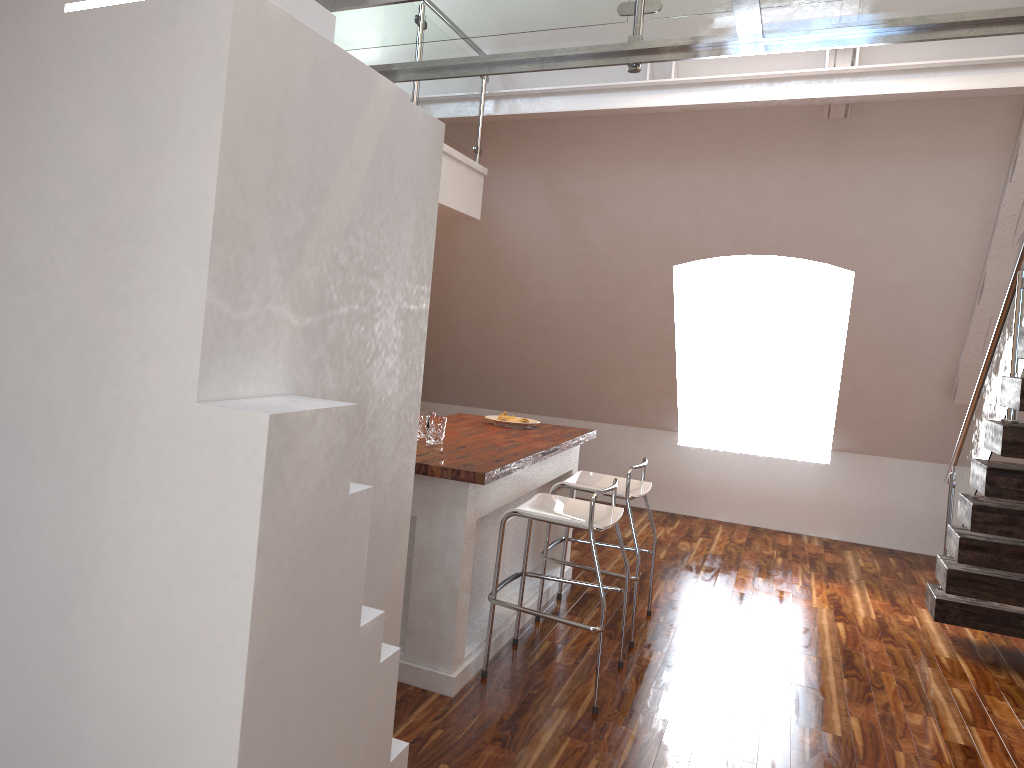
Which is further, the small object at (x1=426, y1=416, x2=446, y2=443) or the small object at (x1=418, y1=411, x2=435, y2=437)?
the small object at (x1=418, y1=411, x2=435, y2=437)

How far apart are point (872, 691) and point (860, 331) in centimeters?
295cm

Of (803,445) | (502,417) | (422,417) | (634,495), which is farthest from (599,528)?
(803,445)

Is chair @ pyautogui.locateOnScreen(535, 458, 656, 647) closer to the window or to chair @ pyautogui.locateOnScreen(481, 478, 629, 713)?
chair @ pyautogui.locateOnScreen(481, 478, 629, 713)

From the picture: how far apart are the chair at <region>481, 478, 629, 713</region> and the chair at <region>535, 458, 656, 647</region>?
0.26m

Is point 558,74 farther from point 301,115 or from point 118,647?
point 118,647

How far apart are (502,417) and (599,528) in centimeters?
157cm

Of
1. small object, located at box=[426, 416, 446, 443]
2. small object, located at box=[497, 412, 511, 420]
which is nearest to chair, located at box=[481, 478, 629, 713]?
small object, located at box=[426, 416, 446, 443]

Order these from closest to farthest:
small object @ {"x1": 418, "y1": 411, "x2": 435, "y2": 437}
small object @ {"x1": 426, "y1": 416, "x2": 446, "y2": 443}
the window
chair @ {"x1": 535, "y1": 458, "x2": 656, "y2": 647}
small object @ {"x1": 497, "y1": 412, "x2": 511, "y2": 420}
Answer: small object @ {"x1": 426, "y1": 416, "x2": 446, "y2": 443} < small object @ {"x1": 418, "y1": 411, "x2": 435, "y2": 437} < chair @ {"x1": 535, "y1": 458, "x2": 656, "y2": 647} < small object @ {"x1": 497, "y1": 412, "x2": 511, "y2": 420} < the window

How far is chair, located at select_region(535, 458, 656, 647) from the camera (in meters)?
4.15
